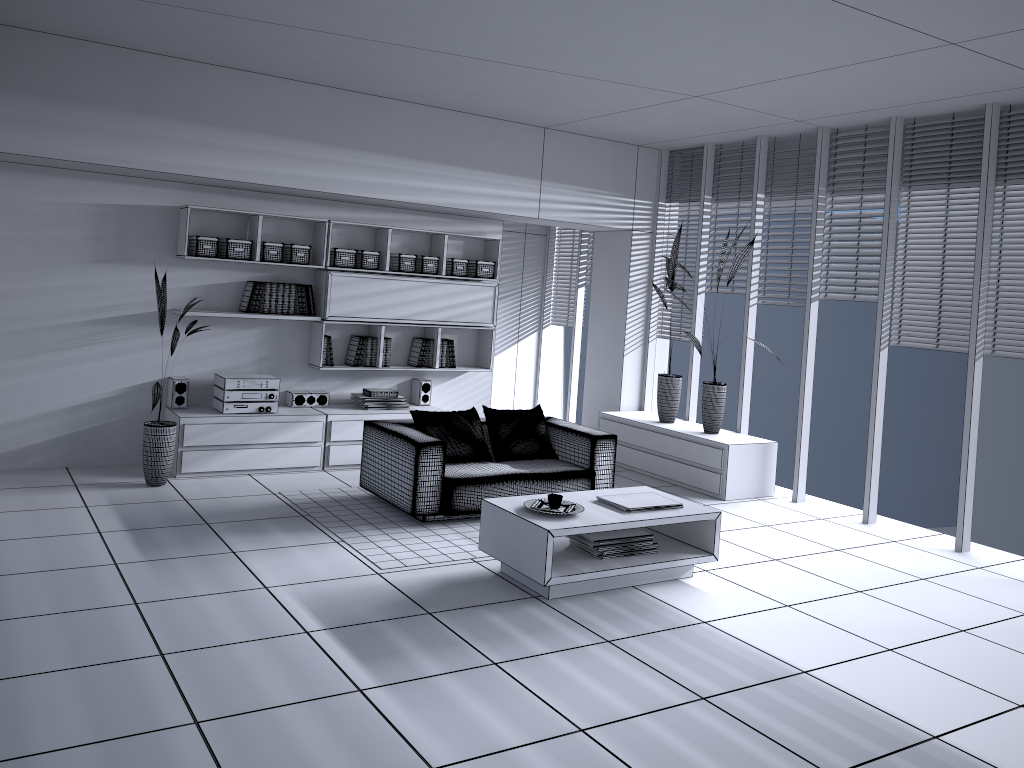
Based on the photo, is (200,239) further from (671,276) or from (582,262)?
(582,262)

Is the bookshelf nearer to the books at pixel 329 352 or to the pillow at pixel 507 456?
the books at pixel 329 352

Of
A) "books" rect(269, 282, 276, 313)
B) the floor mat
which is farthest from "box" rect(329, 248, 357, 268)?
the floor mat

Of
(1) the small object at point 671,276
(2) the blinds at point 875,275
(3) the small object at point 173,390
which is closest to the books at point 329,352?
(3) the small object at point 173,390

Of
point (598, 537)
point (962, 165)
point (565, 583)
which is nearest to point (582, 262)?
point (962, 165)

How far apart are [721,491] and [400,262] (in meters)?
3.32

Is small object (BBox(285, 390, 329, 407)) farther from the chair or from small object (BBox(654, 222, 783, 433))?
small object (BBox(654, 222, 783, 433))

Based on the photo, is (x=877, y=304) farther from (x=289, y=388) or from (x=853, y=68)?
(x=289, y=388)

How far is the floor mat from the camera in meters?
5.2 m

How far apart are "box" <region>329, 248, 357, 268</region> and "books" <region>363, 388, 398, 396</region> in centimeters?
108cm
